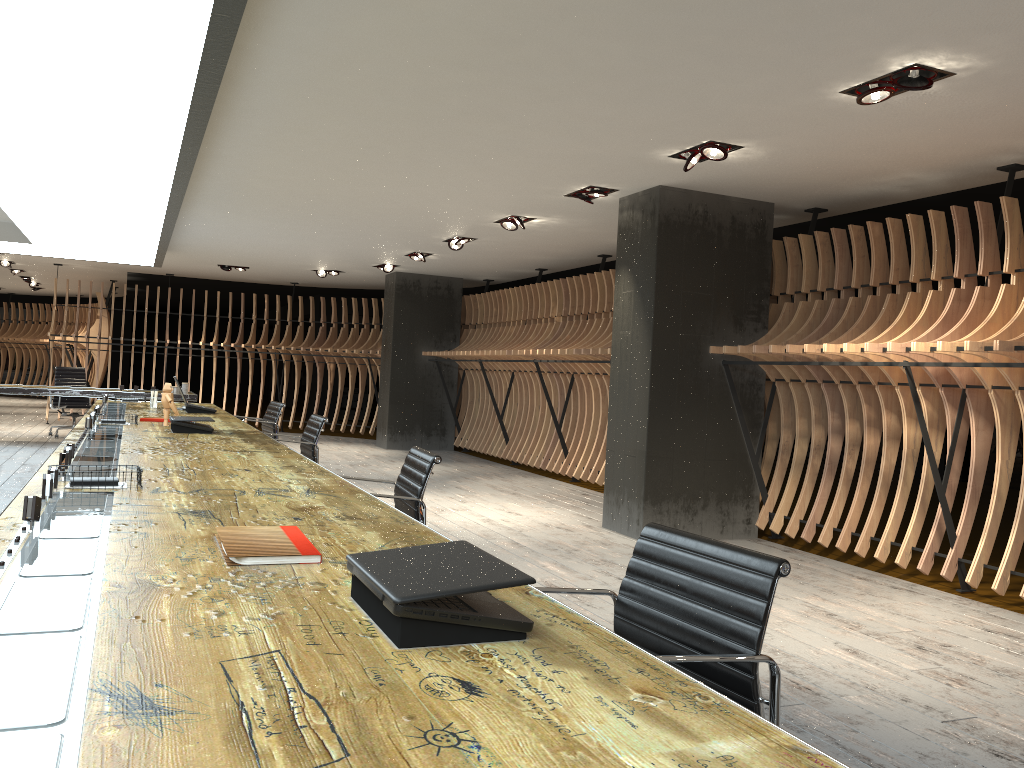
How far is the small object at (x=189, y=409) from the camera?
7.84m

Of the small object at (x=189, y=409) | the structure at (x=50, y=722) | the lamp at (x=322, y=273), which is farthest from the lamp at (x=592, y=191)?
the lamp at (x=322, y=273)

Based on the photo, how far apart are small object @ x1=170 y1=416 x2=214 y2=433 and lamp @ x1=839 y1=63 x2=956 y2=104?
4.24m

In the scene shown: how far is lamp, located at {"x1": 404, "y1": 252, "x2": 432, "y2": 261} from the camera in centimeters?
1157cm

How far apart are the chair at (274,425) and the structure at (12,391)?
3.99m

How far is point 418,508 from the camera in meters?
3.8

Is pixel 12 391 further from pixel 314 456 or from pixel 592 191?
pixel 592 191

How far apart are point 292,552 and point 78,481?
1.4m

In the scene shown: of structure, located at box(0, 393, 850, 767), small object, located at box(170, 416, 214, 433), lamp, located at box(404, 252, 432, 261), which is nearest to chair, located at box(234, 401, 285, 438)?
structure, located at box(0, 393, 850, 767)

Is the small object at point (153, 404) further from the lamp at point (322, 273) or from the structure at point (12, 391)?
the lamp at point (322, 273)
